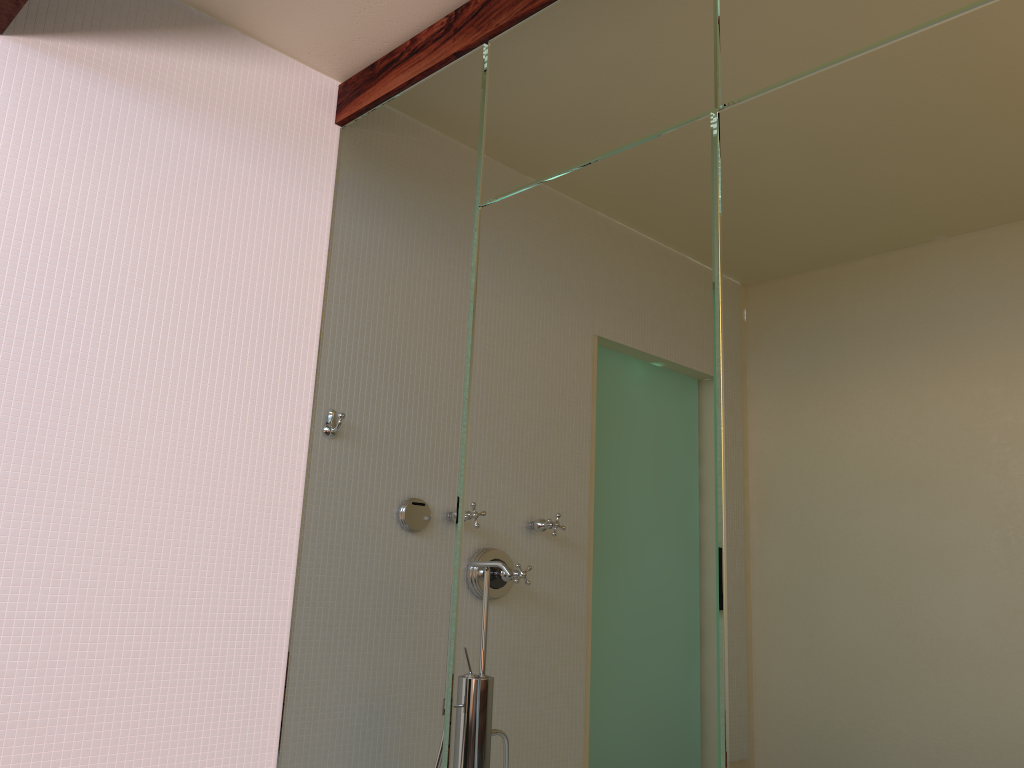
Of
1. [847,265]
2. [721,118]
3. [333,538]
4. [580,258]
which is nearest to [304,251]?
[333,538]
